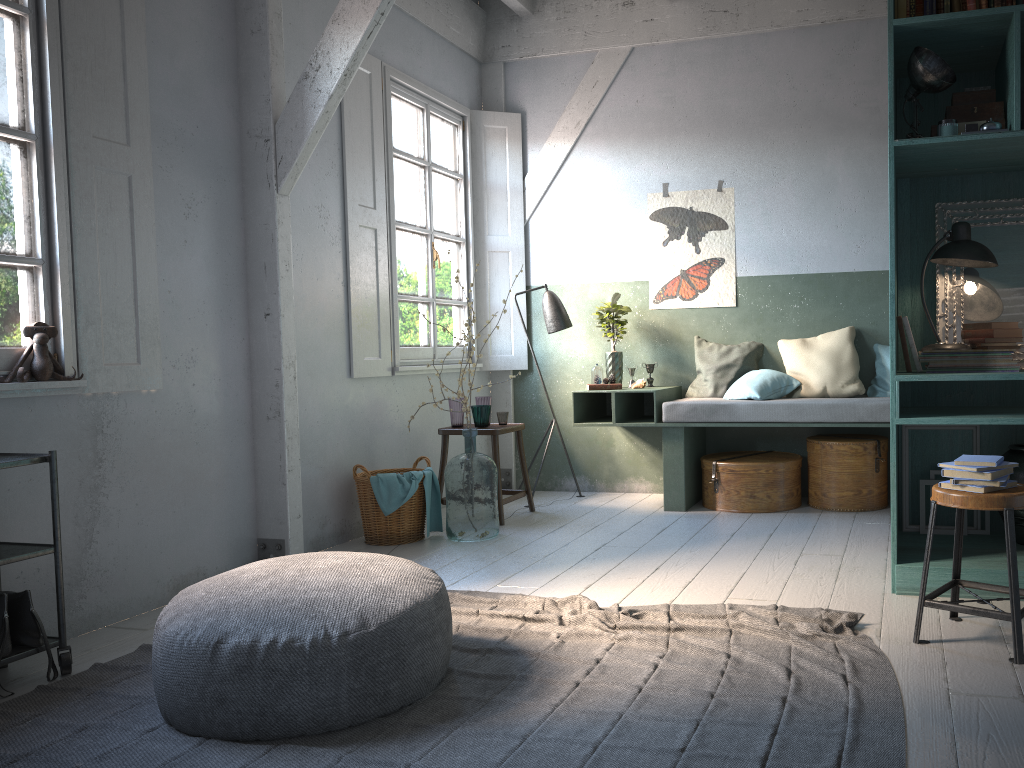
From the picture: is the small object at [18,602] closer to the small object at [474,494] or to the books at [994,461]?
the small object at [474,494]

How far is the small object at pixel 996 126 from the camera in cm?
391

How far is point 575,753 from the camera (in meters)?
2.66

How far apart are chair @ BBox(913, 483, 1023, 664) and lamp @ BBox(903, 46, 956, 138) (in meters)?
1.77

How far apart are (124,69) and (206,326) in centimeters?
141cm

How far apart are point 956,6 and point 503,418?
3.92m

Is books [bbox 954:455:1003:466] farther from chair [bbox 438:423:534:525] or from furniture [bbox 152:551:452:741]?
chair [bbox 438:423:534:525]

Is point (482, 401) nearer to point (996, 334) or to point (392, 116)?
point (392, 116)

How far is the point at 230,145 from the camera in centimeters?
515cm

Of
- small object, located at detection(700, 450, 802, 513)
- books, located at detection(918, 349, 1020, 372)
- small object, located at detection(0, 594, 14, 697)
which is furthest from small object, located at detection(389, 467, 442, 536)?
books, located at detection(918, 349, 1020, 372)
